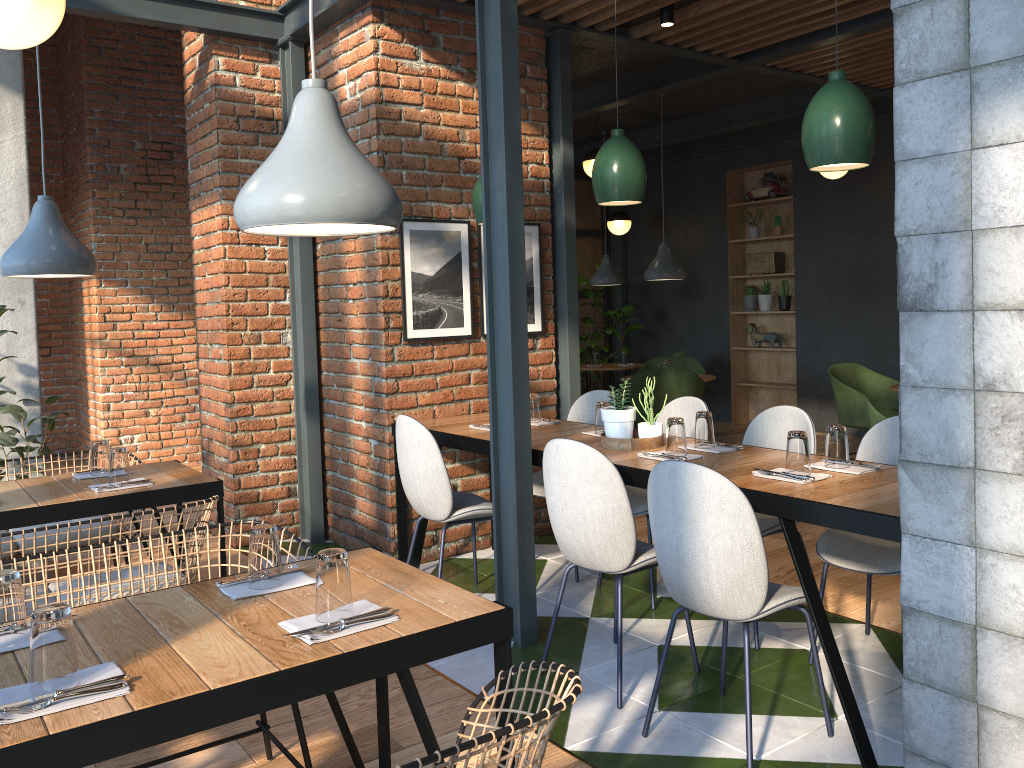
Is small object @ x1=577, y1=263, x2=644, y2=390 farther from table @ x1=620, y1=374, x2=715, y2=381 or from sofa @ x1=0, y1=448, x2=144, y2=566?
sofa @ x1=0, y1=448, x2=144, y2=566

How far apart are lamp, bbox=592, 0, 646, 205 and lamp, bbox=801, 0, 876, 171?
0.81m

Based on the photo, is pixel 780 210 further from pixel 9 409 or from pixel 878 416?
pixel 9 409

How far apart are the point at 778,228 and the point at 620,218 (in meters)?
1.69

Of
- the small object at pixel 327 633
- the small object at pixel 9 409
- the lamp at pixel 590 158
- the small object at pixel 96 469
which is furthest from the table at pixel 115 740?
the lamp at pixel 590 158

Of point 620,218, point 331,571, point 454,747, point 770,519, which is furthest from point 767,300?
point 454,747

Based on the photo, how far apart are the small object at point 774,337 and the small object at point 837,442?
6.39m

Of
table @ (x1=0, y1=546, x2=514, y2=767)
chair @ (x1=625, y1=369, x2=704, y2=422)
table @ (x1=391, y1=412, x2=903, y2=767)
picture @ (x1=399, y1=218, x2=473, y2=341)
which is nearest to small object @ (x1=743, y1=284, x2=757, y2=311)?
chair @ (x1=625, y1=369, x2=704, y2=422)

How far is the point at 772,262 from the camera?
9.1m

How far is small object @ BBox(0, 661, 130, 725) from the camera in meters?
1.5
